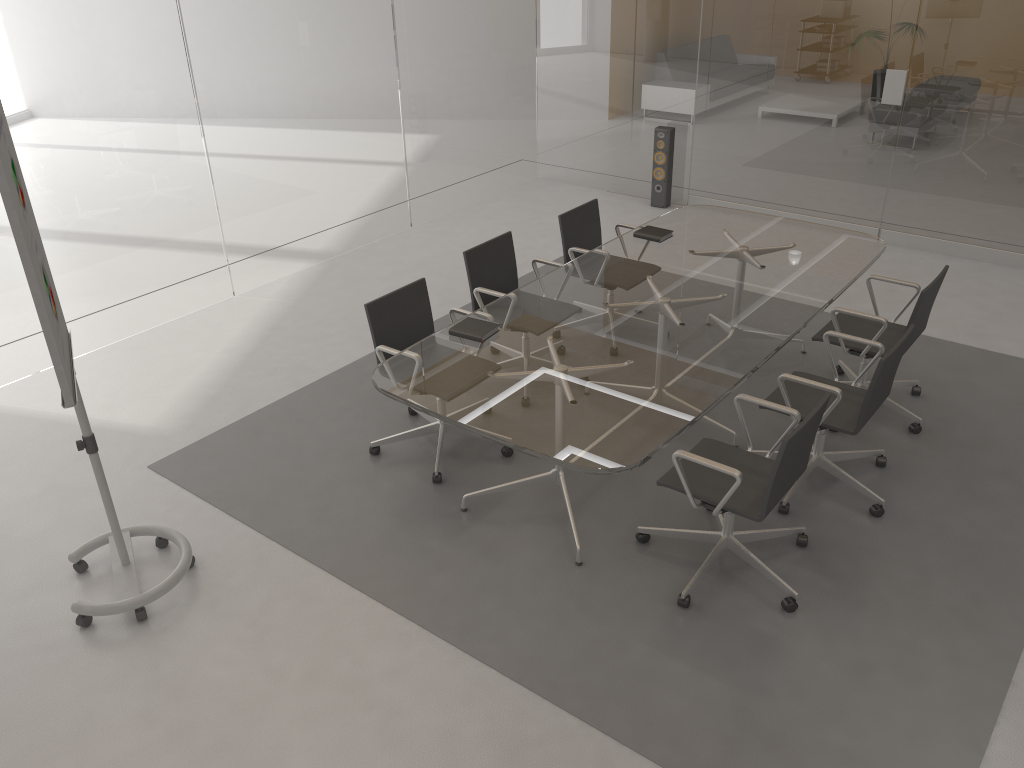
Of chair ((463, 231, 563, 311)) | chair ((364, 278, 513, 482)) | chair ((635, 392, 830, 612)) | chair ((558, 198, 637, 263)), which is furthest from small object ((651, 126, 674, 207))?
chair ((635, 392, 830, 612))

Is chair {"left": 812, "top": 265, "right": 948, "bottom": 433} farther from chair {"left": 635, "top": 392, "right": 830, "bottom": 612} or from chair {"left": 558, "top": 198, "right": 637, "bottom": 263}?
chair {"left": 558, "top": 198, "right": 637, "bottom": 263}

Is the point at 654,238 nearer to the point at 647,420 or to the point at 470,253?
the point at 470,253

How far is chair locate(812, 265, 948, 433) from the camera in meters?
4.4 m

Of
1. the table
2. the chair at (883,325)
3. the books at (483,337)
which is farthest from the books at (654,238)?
the books at (483,337)

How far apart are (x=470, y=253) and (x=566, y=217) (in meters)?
0.83

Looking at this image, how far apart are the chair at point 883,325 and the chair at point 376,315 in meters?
1.7

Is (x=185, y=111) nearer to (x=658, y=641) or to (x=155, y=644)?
(x=155, y=644)

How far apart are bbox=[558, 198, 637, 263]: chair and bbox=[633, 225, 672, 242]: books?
0.3 meters

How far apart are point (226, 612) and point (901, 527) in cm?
292
